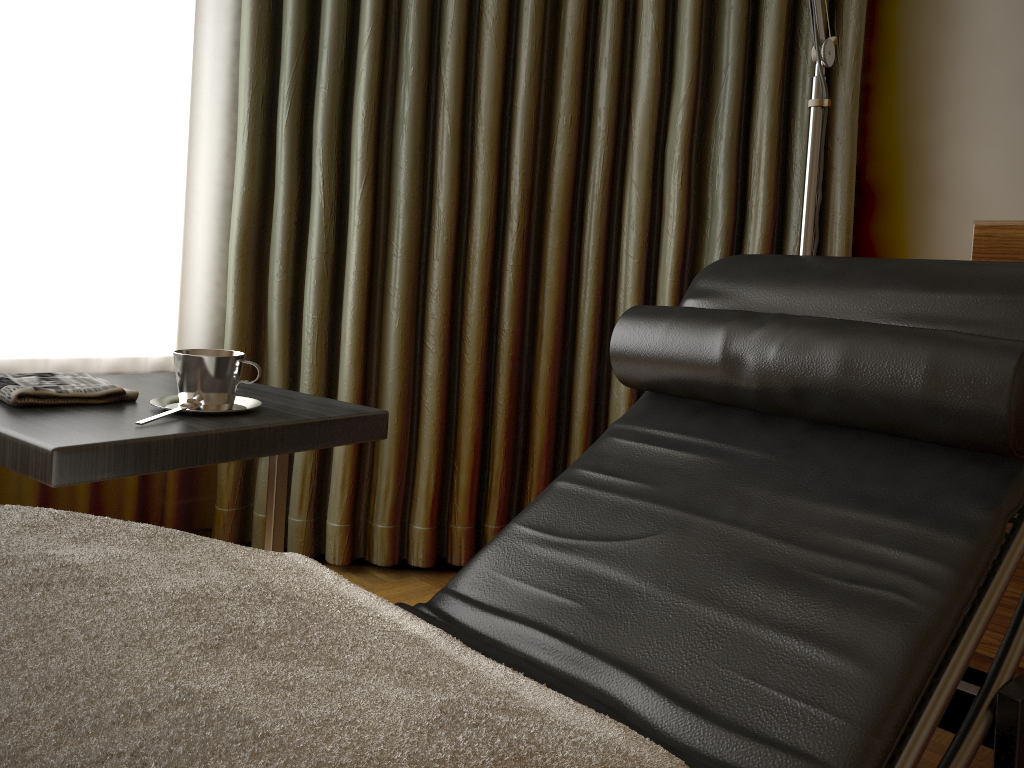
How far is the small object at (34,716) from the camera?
0.43m

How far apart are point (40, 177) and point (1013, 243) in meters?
2.0 m

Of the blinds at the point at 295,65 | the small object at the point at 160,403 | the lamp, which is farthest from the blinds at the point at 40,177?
the lamp

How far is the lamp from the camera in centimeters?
158cm

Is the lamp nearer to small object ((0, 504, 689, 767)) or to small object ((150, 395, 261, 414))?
small object ((150, 395, 261, 414))

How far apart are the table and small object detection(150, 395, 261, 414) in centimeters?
1cm

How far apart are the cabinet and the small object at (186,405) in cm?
141

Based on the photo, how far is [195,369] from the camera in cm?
121

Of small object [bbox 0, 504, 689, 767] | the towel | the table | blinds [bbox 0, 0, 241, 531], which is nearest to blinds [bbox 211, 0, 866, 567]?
blinds [bbox 0, 0, 241, 531]

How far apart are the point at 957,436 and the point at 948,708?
0.30m
